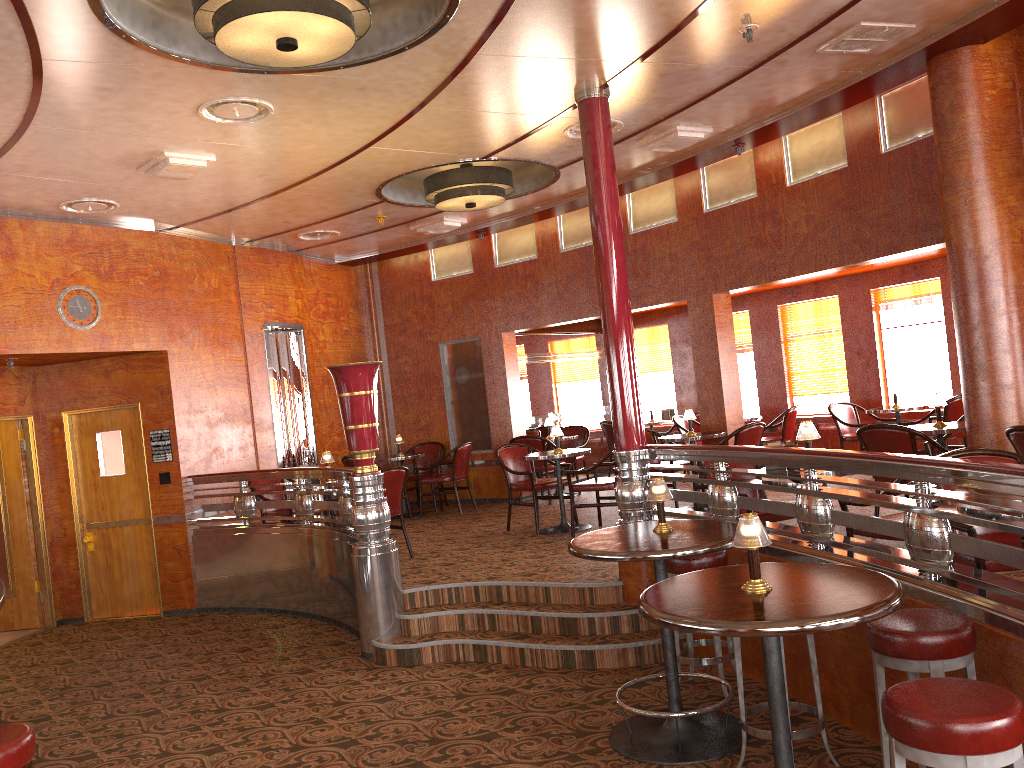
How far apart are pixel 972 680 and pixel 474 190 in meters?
6.0

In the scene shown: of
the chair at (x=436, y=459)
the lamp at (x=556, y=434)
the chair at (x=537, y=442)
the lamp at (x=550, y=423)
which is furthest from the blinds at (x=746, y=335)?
the lamp at (x=556, y=434)

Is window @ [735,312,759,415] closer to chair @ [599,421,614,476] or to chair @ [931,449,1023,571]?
chair @ [599,421,614,476]

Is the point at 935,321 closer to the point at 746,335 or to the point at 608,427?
the point at 746,335

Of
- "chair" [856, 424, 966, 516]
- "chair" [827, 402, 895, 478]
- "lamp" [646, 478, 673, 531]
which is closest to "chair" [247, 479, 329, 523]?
"lamp" [646, 478, 673, 531]

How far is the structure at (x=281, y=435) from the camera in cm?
988

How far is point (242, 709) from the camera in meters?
5.3

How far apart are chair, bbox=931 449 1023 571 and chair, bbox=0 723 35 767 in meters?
3.5 m

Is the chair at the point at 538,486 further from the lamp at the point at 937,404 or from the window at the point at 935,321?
the window at the point at 935,321

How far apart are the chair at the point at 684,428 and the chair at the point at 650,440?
1.7 meters
